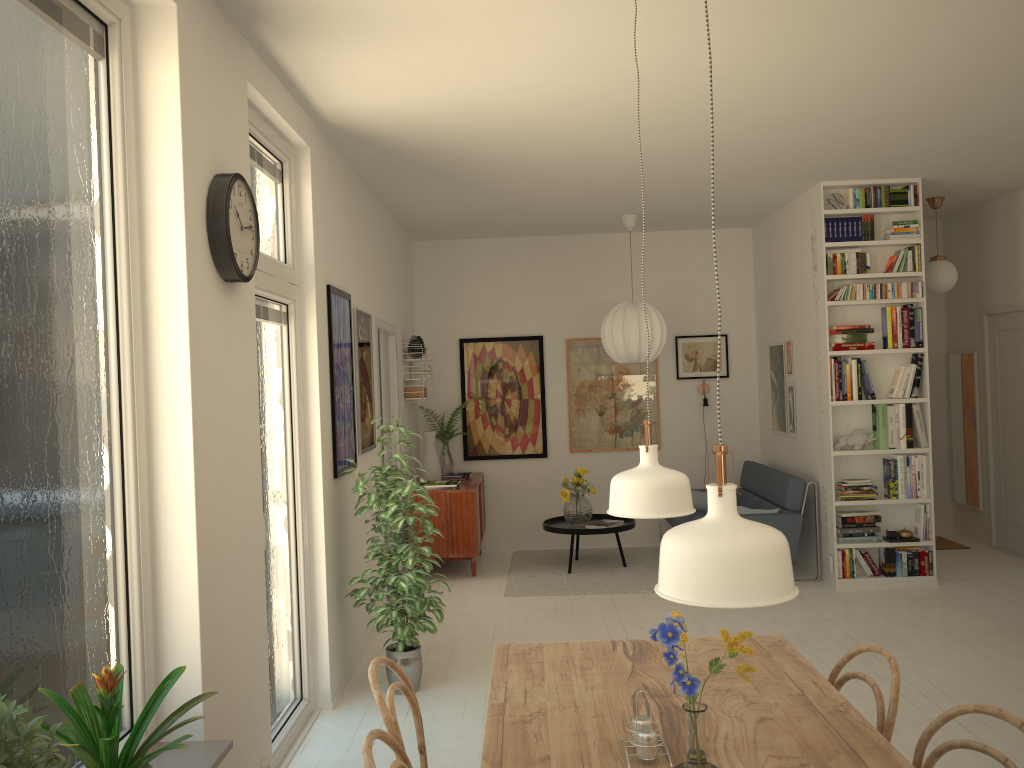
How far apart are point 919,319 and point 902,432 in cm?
81

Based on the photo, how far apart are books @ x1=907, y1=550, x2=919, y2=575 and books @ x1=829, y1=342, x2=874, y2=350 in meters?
1.5 m

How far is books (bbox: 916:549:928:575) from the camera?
6.3m

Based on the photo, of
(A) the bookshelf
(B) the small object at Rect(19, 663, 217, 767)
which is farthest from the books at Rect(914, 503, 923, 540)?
(B) the small object at Rect(19, 663, 217, 767)

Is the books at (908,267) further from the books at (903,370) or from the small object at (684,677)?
the small object at (684,677)

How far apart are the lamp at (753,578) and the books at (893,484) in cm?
539

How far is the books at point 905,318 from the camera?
6.31m

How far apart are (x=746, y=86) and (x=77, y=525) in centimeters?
335cm

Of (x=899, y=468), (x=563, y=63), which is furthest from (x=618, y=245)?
(x=563, y=63)

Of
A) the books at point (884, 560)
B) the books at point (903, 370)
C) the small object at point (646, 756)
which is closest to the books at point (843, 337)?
the books at point (903, 370)
